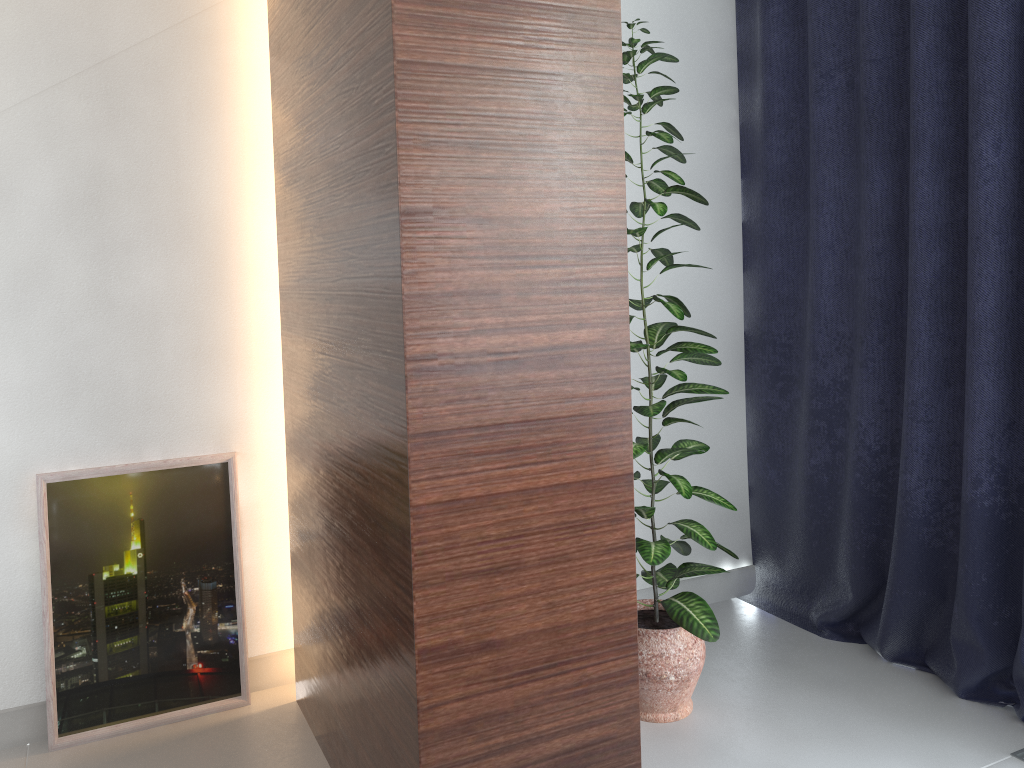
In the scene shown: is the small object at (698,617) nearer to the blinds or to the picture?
the blinds

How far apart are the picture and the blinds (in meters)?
1.74

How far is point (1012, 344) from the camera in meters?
2.3

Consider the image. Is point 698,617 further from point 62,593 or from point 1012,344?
point 62,593

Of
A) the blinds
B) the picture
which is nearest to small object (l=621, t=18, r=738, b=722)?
the blinds

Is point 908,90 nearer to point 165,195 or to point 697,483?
point 697,483

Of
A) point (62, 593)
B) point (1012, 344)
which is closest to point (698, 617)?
point (1012, 344)

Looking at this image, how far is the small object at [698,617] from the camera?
2.2 meters

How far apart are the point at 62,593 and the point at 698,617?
1.7 meters

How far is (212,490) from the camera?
2.5m
